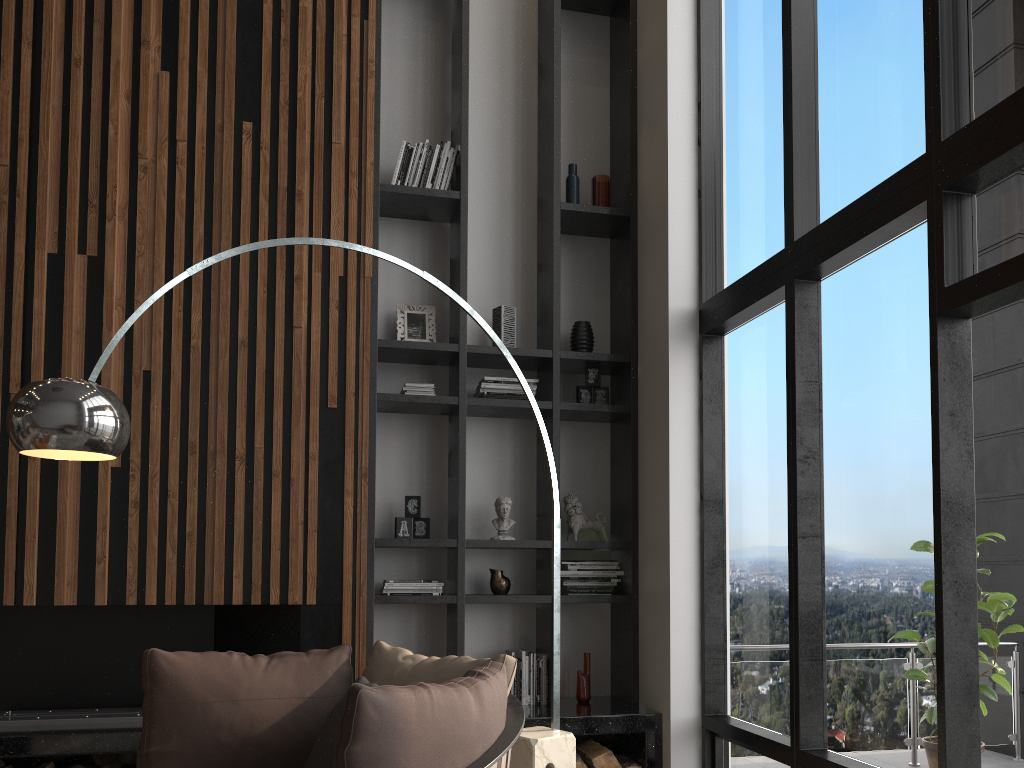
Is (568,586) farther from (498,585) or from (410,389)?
(410,389)

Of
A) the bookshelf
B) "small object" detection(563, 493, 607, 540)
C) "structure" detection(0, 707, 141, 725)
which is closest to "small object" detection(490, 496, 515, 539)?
the bookshelf

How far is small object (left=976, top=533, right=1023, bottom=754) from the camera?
4.6 meters

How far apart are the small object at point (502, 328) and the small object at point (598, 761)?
2.09m

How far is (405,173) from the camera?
4.8 meters

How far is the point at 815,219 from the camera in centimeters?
374cm

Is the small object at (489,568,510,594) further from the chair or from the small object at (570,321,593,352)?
the chair

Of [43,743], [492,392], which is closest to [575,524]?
[492,392]

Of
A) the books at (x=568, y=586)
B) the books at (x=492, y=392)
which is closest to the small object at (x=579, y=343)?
the books at (x=492, y=392)

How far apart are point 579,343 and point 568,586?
1.3 meters
